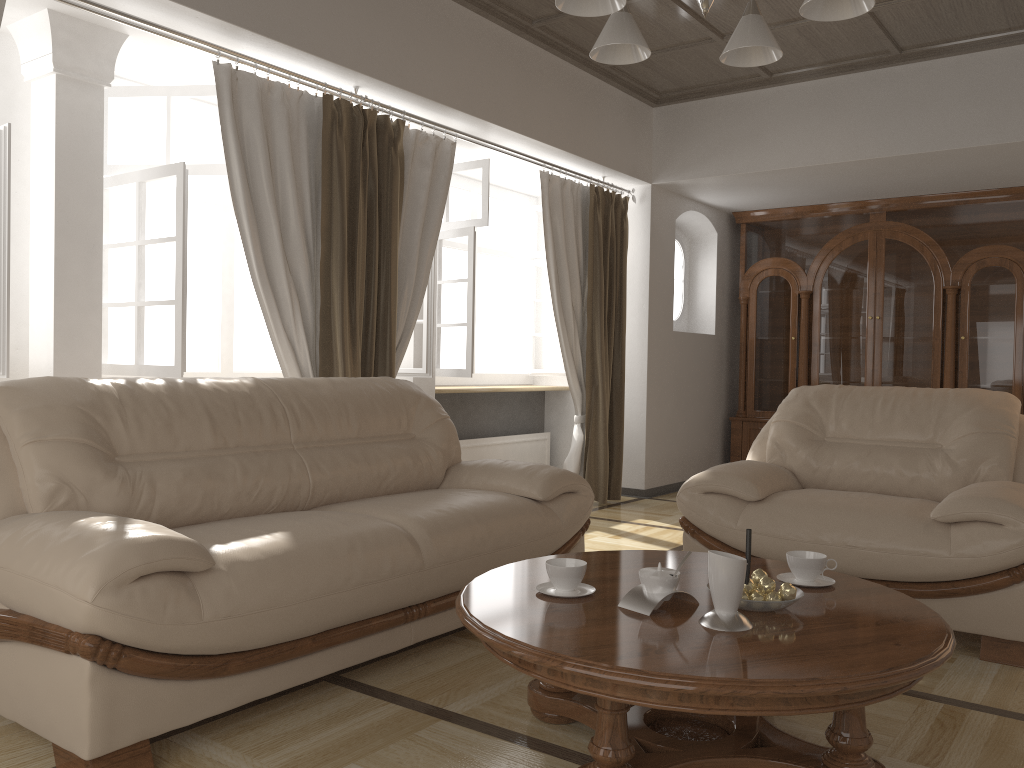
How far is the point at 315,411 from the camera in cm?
321

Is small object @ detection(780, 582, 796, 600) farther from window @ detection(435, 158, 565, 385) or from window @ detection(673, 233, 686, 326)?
window @ detection(673, 233, 686, 326)

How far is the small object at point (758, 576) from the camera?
2.2m

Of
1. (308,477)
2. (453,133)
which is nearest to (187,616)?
(308,477)

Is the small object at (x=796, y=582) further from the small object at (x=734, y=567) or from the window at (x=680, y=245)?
the window at (x=680, y=245)

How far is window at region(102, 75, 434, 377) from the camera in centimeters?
377cm

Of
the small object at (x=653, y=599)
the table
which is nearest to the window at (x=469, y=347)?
the table

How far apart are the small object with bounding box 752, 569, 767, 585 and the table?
0.1m

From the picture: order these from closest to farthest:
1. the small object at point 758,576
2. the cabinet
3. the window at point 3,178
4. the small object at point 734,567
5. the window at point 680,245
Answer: the small object at point 734,567, the small object at point 758,576, the window at point 3,178, the cabinet, the window at point 680,245

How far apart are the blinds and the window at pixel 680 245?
1.15m
